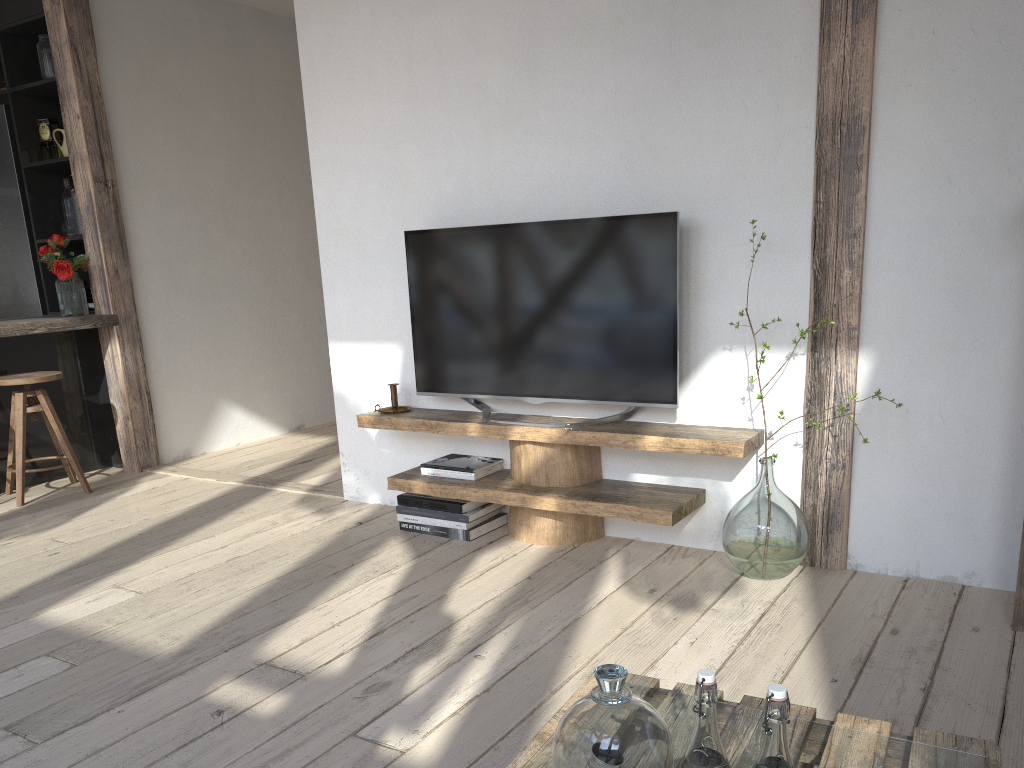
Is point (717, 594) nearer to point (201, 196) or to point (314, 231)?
point (201, 196)

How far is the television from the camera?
3.0m

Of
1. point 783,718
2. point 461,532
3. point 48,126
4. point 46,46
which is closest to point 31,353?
point 48,126

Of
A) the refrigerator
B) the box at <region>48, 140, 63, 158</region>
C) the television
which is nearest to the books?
the television

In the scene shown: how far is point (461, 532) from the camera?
3.31m

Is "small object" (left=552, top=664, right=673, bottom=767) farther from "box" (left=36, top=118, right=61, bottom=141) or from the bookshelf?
"box" (left=36, top=118, right=61, bottom=141)

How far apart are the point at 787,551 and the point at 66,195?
4.2 meters

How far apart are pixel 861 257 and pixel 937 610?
1.0 meters

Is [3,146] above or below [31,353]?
above

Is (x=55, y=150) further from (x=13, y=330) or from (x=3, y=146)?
(x=13, y=330)
